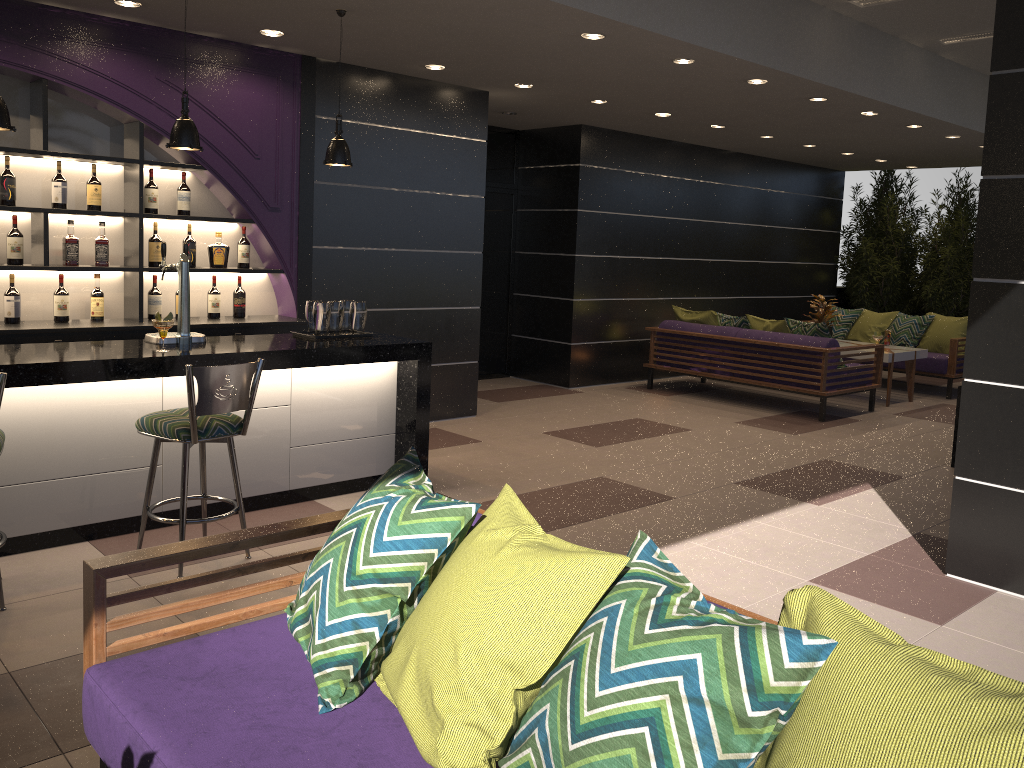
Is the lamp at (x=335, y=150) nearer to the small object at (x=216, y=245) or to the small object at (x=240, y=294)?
the small object at (x=216, y=245)

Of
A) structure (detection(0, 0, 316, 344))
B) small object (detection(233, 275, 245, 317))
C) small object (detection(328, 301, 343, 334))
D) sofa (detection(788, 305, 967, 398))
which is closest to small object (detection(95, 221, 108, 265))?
structure (detection(0, 0, 316, 344))

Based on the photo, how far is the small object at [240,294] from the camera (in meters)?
6.15

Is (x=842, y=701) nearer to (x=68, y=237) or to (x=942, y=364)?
(x=68, y=237)

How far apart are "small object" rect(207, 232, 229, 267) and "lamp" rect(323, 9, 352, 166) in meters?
1.4 m

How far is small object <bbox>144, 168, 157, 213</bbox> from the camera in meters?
5.7 m

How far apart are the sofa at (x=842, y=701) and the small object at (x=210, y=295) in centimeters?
383cm

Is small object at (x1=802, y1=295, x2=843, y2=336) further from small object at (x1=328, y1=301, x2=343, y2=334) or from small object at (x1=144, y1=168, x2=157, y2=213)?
small object at (x1=144, y1=168, x2=157, y2=213)

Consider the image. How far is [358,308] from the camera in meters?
5.3 m

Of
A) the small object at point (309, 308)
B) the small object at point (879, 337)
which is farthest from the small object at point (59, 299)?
the small object at point (879, 337)
